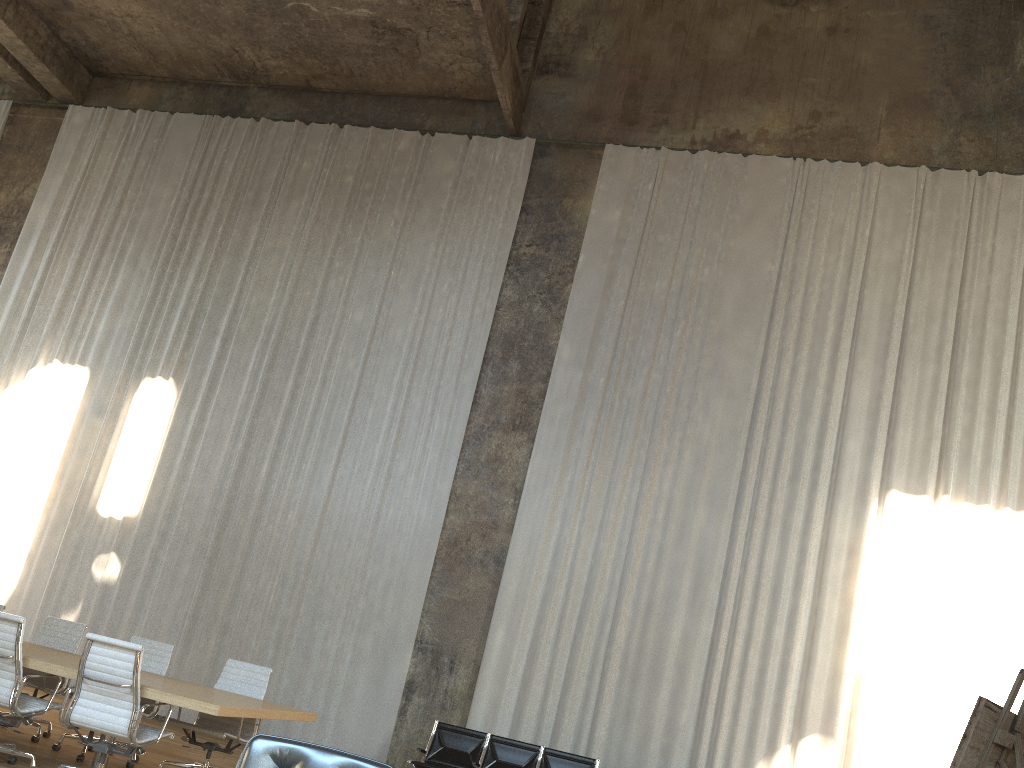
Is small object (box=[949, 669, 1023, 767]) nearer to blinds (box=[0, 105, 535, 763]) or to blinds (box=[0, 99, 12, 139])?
blinds (box=[0, 105, 535, 763])

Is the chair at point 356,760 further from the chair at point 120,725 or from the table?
the chair at point 120,725

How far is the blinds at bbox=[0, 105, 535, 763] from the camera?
10.8 meters

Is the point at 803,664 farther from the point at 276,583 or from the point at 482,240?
the point at 482,240

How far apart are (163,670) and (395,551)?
3.7 meters

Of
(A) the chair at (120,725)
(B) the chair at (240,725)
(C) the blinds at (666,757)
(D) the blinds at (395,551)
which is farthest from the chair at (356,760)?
(D) the blinds at (395,551)

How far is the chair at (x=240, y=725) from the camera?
6.7m

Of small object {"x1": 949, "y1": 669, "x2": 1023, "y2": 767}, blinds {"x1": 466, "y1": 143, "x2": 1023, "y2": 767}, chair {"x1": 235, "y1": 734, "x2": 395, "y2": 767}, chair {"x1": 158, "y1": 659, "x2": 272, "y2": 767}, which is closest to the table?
chair {"x1": 158, "y1": 659, "x2": 272, "y2": 767}

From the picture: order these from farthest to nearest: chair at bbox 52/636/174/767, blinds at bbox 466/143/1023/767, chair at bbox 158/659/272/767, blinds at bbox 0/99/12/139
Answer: blinds at bbox 0/99/12/139 < blinds at bbox 466/143/1023/767 < chair at bbox 52/636/174/767 < chair at bbox 158/659/272/767

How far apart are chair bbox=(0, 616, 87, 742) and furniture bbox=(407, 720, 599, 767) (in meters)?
3.26
